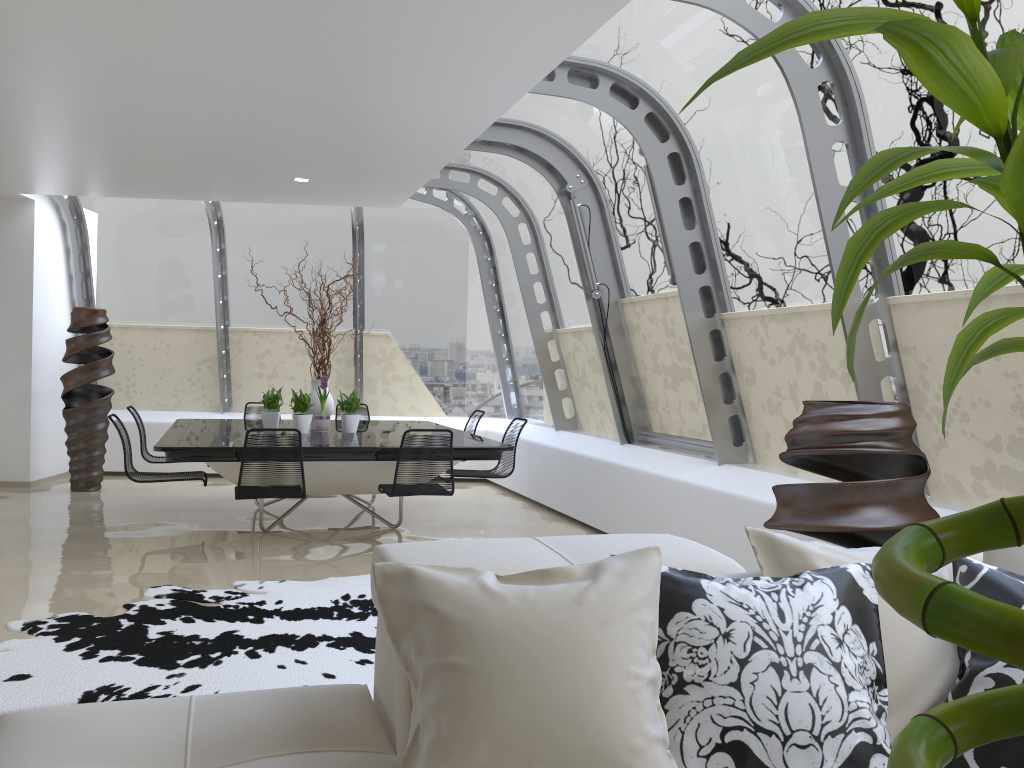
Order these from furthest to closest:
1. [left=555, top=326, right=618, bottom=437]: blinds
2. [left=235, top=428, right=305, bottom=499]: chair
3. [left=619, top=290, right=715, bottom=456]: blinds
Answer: [left=555, top=326, right=618, bottom=437]: blinds
[left=619, top=290, right=715, bottom=456]: blinds
[left=235, top=428, right=305, bottom=499]: chair

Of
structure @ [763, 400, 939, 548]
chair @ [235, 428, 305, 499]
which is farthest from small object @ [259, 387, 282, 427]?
structure @ [763, 400, 939, 548]

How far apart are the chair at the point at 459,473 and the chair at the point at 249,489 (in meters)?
1.53

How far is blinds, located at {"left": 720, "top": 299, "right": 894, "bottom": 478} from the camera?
4.9 meters

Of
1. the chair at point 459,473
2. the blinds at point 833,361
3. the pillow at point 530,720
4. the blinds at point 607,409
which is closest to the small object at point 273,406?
the chair at point 459,473

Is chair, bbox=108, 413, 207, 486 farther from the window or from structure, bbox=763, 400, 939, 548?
structure, bbox=763, 400, 939, 548

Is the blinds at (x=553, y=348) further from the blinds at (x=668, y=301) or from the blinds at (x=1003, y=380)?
the blinds at (x=1003, y=380)

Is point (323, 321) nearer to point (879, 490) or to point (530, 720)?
point (879, 490)

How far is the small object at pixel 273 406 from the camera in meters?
7.5 m

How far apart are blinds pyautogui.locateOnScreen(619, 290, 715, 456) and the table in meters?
1.3 m
